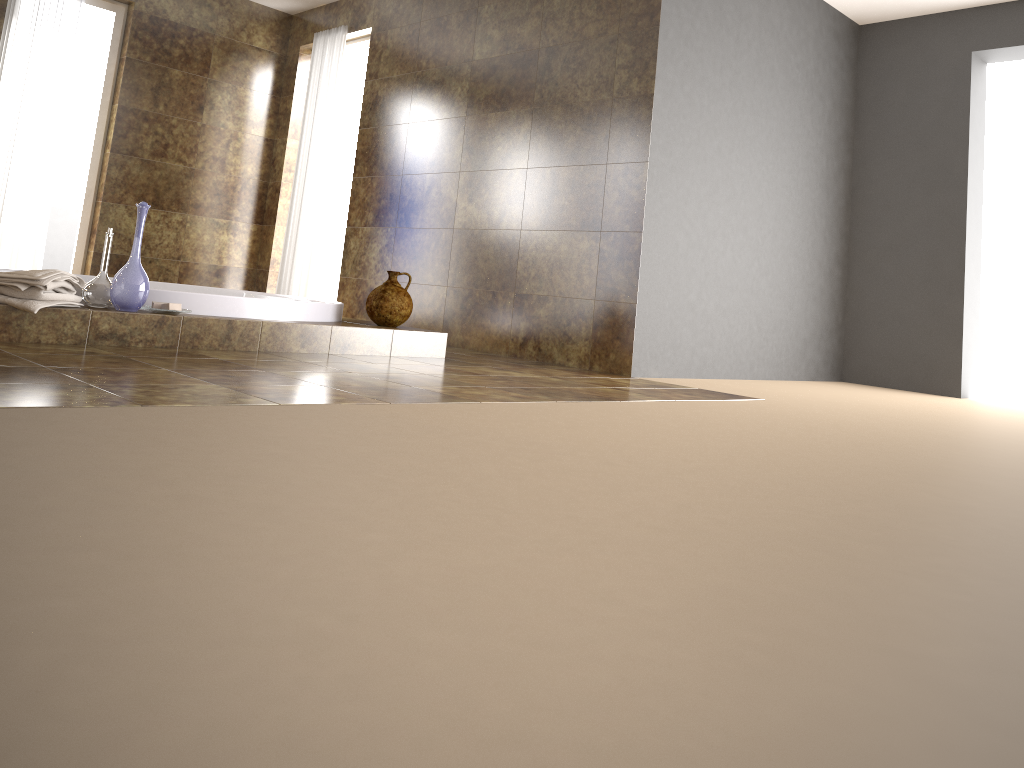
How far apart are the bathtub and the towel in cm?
29

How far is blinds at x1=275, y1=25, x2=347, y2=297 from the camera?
6.3 meters

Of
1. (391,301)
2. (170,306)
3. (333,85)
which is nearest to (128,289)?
(170,306)

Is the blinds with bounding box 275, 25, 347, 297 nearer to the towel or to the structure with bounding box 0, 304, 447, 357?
the structure with bounding box 0, 304, 447, 357

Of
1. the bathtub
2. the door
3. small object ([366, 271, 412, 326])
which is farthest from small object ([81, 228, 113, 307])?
the door

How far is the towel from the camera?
2.9 meters

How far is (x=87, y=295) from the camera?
3.2 meters

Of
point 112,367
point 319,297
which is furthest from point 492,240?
point 112,367

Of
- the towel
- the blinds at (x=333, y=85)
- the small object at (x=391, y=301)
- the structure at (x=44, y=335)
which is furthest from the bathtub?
the blinds at (x=333, y=85)

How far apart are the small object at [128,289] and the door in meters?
3.8
